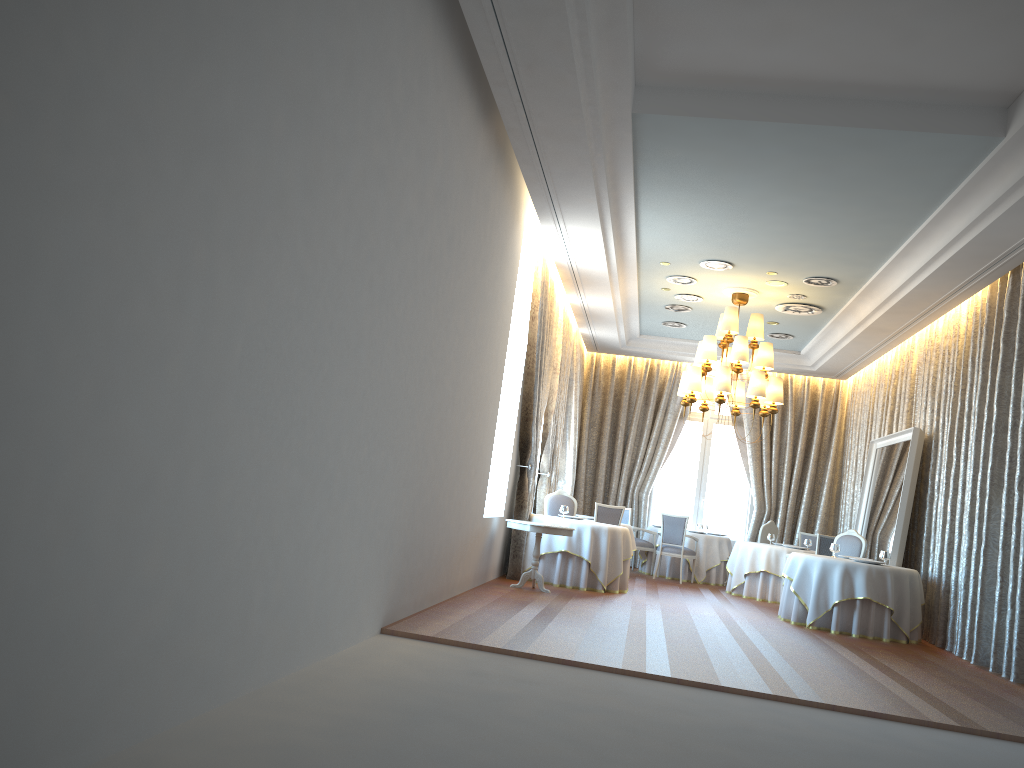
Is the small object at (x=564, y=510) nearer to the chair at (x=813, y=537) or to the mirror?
the mirror

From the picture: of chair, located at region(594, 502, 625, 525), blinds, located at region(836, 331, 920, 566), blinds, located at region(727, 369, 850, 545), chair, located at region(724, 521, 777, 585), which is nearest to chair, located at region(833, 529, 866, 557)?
blinds, located at region(836, 331, 920, 566)

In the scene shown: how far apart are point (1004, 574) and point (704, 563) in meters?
6.8

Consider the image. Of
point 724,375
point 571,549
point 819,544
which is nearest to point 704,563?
point 819,544

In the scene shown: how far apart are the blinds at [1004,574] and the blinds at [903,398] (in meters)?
0.26

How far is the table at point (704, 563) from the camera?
15.16m

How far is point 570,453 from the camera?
16.1 meters

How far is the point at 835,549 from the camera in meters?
11.2

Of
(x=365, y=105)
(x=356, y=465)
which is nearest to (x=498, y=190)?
(x=365, y=105)

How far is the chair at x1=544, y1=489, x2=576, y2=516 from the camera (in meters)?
12.97
